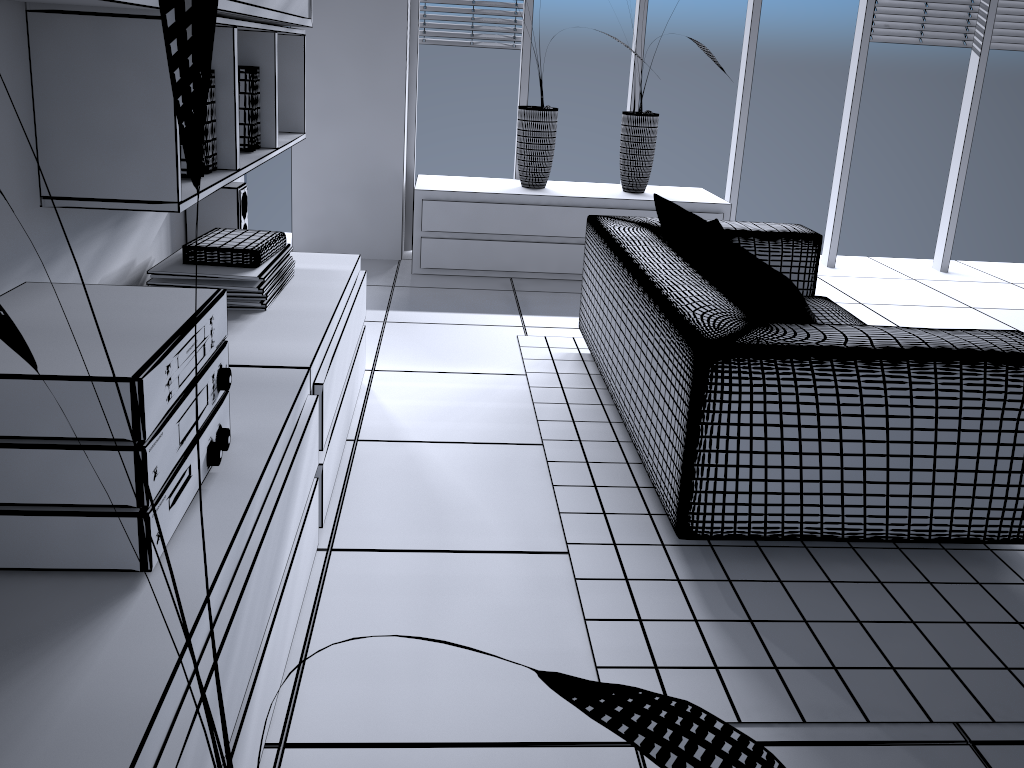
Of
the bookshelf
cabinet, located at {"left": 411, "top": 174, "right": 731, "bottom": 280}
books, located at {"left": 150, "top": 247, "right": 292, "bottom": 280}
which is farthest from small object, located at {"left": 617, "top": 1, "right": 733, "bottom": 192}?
books, located at {"left": 150, "top": 247, "right": 292, "bottom": 280}

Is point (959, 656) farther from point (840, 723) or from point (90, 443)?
point (90, 443)

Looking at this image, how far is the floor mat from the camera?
1.7 meters

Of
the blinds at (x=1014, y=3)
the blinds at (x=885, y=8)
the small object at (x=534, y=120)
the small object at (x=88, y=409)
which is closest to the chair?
the small object at (x=88, y=409)

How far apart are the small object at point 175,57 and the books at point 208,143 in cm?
167

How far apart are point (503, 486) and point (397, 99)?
2.82m

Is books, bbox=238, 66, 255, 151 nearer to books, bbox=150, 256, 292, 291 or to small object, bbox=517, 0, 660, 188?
books, bbox=150, 256, 292, 291

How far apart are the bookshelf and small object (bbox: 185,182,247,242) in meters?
0.1 m

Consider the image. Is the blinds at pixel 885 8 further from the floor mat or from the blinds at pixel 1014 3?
the floor mat

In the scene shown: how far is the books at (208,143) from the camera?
2.2 meters
